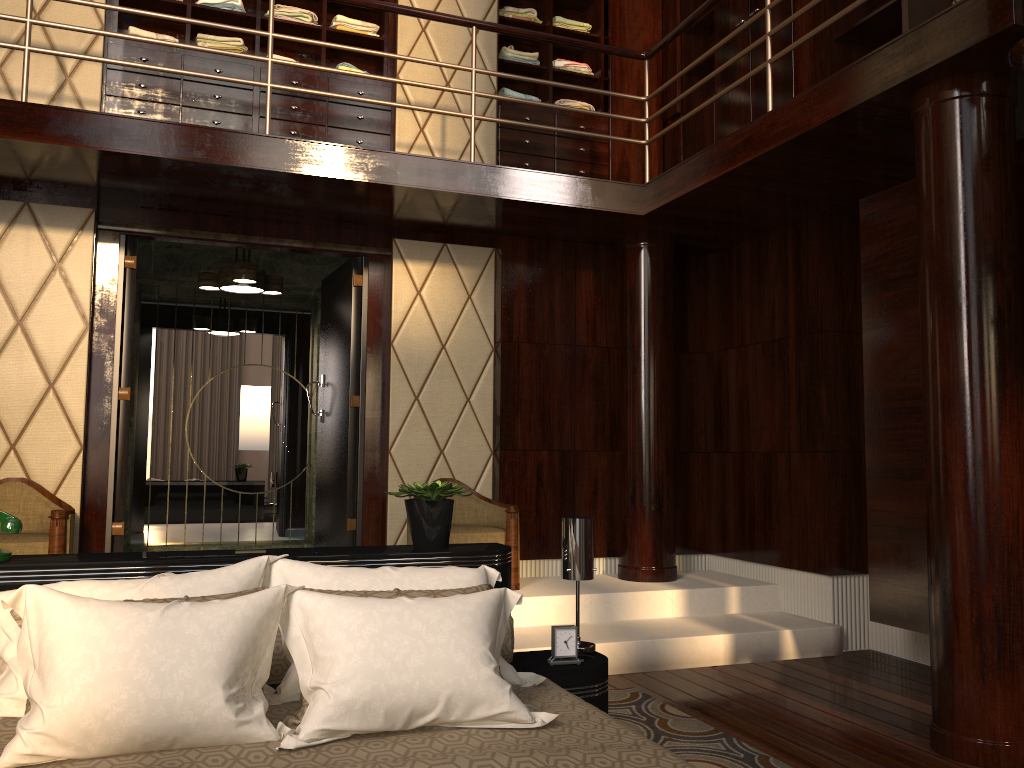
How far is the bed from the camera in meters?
1.6 m

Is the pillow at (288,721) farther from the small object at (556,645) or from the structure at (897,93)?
the structure at (897,93)

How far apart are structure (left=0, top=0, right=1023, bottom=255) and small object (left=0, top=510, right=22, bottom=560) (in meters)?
1.98

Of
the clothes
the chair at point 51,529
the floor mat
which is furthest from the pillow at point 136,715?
the clothes

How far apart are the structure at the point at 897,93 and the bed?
2.0 meters

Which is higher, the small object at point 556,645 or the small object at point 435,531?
the small object at point 435,531

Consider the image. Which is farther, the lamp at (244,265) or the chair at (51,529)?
the lamp at (244,265)

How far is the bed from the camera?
1.6m

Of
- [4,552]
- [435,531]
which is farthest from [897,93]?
[4,552]

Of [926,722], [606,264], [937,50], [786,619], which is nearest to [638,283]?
[606,264]
